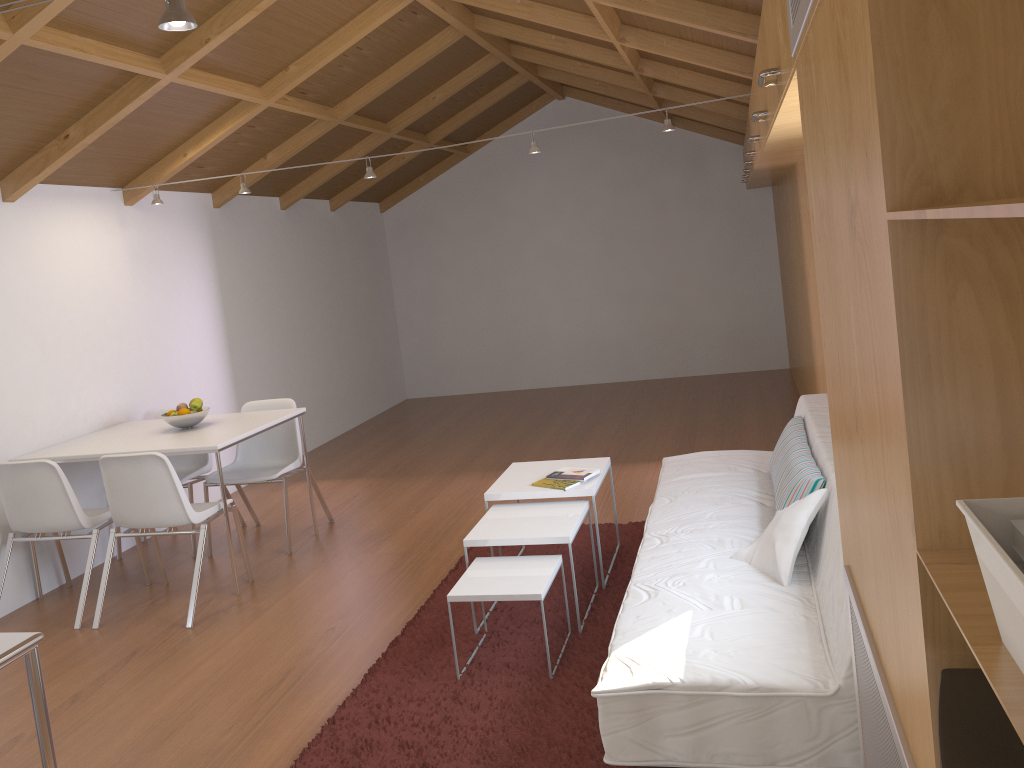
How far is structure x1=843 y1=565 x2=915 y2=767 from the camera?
1.3 meters

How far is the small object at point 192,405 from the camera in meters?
4.8 m

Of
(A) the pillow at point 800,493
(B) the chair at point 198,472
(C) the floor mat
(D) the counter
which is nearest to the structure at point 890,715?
(C) the floor mat

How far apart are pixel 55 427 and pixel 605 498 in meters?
3.1

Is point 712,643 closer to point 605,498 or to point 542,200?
point 605,498

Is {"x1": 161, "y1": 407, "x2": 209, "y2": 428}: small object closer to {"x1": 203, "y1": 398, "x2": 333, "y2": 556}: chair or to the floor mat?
{"x1": 203, "y1": 398, "x2": 333, "y2": 556}: chair

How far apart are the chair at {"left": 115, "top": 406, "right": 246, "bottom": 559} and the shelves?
3.1m

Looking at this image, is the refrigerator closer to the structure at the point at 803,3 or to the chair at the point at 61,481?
the structure at the point at 803,3

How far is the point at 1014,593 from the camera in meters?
0.7 m

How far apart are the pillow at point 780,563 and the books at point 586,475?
0.97m
